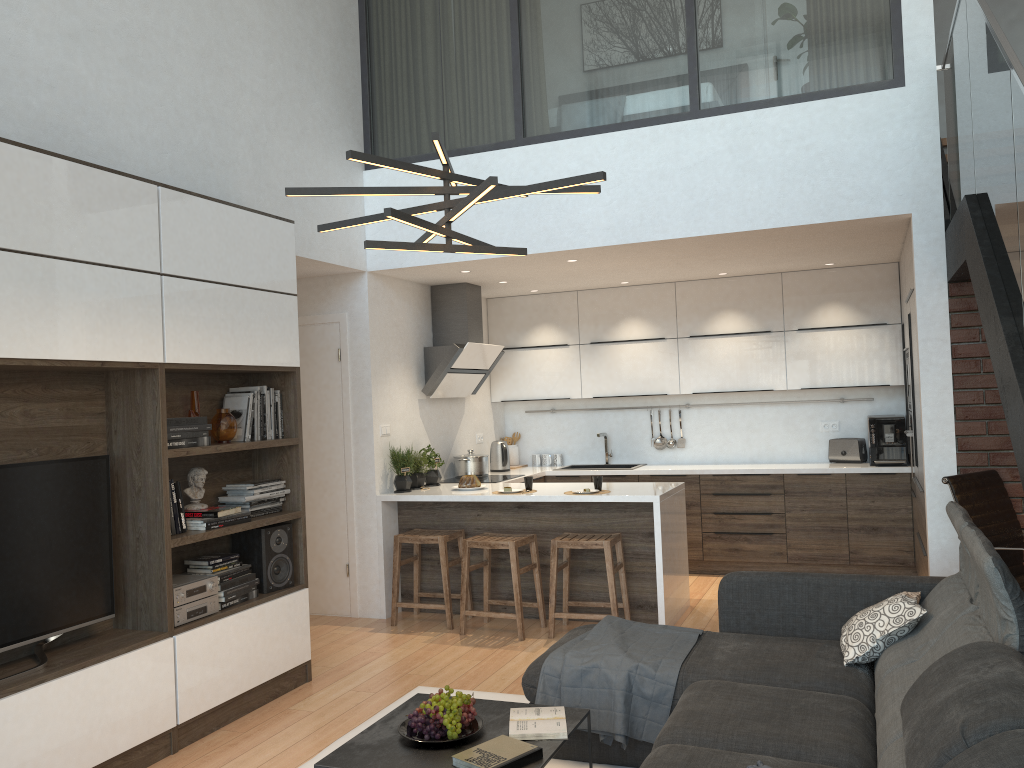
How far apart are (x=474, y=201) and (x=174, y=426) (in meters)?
2.01

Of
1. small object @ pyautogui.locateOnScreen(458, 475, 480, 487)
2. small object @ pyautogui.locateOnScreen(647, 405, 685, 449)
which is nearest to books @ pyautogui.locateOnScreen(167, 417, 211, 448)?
small object @ pyautogui.locateOnScreen(458, 475, 480, 487)

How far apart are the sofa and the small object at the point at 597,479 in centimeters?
178cm

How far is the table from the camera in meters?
2.8

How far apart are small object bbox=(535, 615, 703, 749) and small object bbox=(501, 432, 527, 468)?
4.2 meters

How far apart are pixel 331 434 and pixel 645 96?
3.09m

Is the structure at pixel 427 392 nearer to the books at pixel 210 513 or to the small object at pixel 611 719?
the books at pixel 210 513

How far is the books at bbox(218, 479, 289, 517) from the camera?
4.48m

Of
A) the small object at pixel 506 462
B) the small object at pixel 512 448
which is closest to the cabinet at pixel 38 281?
the small object at pixel 506 462

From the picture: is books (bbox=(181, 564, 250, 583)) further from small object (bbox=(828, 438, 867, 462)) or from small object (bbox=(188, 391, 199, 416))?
small object (bbox=(828, 438, 867, 462))
